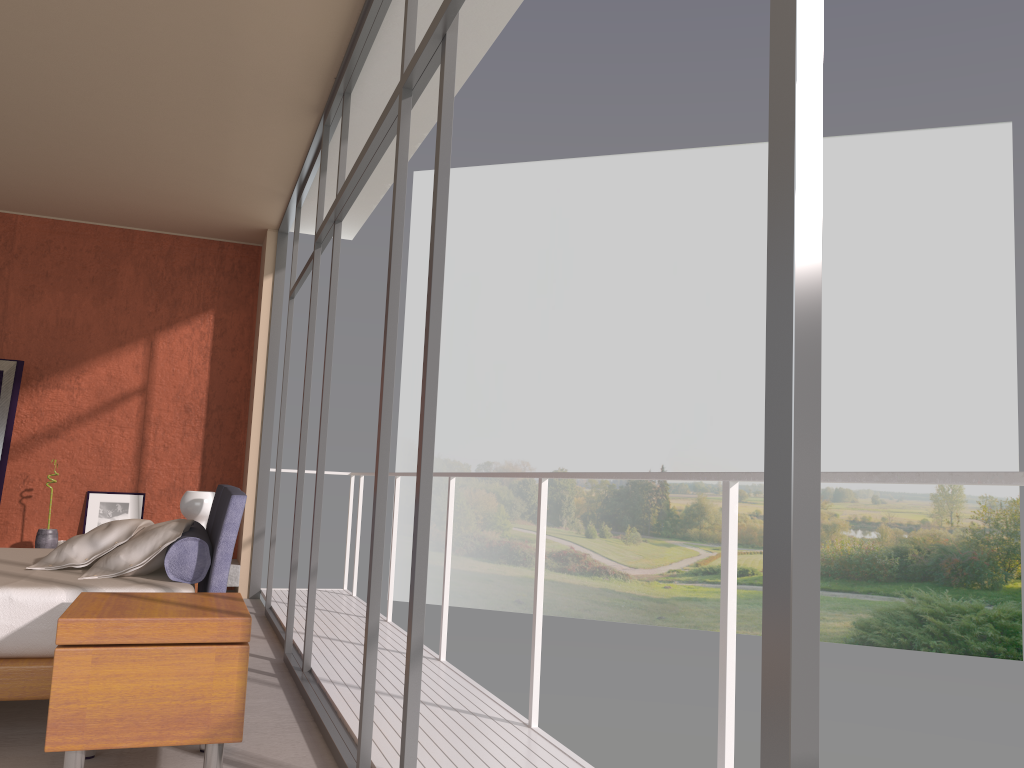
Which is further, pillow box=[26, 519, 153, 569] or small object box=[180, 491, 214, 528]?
small object box=[180, 491, 214, 528]

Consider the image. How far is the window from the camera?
0.9 meters

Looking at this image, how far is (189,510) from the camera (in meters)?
5.31

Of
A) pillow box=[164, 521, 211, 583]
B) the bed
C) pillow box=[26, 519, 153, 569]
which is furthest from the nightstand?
pillow box=[26, 519, 153, 569]

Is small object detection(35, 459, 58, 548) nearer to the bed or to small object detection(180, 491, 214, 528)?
small object detection(180, 491, 214, 528)

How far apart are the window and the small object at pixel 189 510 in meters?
0.7 m

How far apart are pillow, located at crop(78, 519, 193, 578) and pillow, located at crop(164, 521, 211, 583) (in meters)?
0.02

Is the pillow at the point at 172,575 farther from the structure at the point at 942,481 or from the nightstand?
the structure at the point at 942,481

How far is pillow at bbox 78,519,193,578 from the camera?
3.66m

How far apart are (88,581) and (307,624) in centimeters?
123cm
